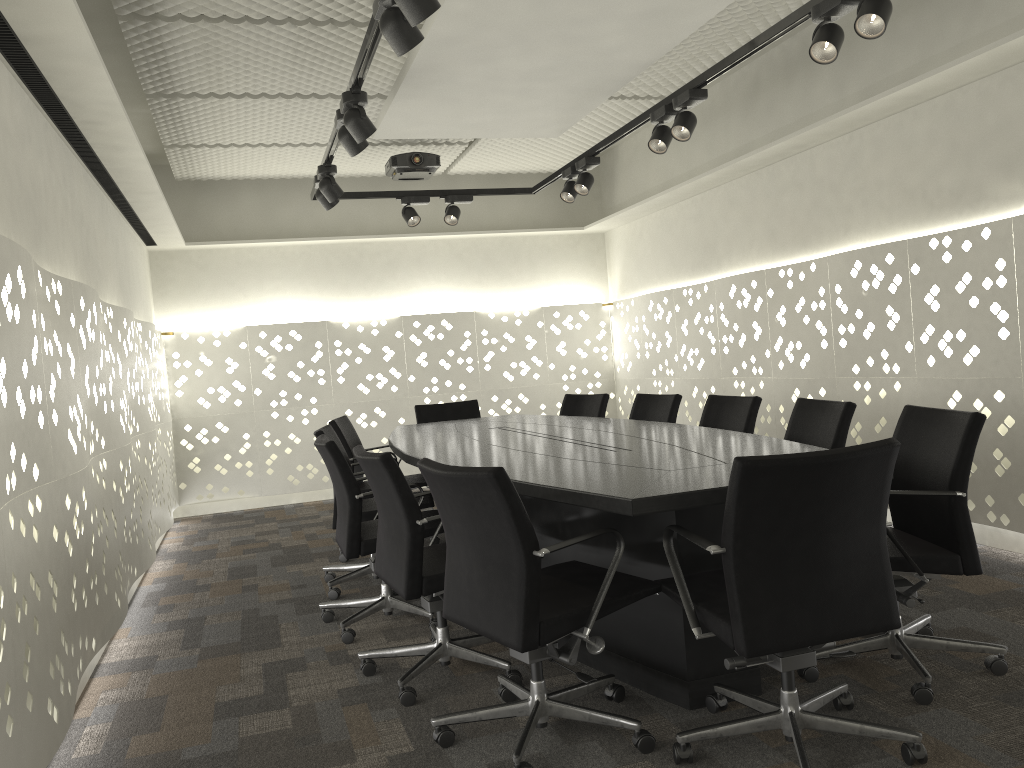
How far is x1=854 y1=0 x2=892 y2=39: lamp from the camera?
2.6m

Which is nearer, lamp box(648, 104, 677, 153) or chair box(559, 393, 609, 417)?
lamp box(648, 104, 677, 153)

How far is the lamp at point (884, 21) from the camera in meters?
2.6 m

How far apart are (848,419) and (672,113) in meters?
1.6

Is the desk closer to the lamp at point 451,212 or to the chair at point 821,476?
the chair at point 821,476

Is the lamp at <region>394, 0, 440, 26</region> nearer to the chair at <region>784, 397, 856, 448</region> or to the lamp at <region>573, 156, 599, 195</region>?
the chair at <region>784, 397, 856, 448</region>

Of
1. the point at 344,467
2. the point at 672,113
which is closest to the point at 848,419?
the point at 672,113

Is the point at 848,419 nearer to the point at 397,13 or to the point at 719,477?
the point at 719,477

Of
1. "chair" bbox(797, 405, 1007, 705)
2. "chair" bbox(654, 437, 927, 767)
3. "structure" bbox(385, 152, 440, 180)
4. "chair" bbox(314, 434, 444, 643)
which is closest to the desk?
"chair" bbox(654, 437, 927, 767)

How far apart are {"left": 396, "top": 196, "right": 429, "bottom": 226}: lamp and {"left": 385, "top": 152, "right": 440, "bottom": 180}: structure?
0.3m
